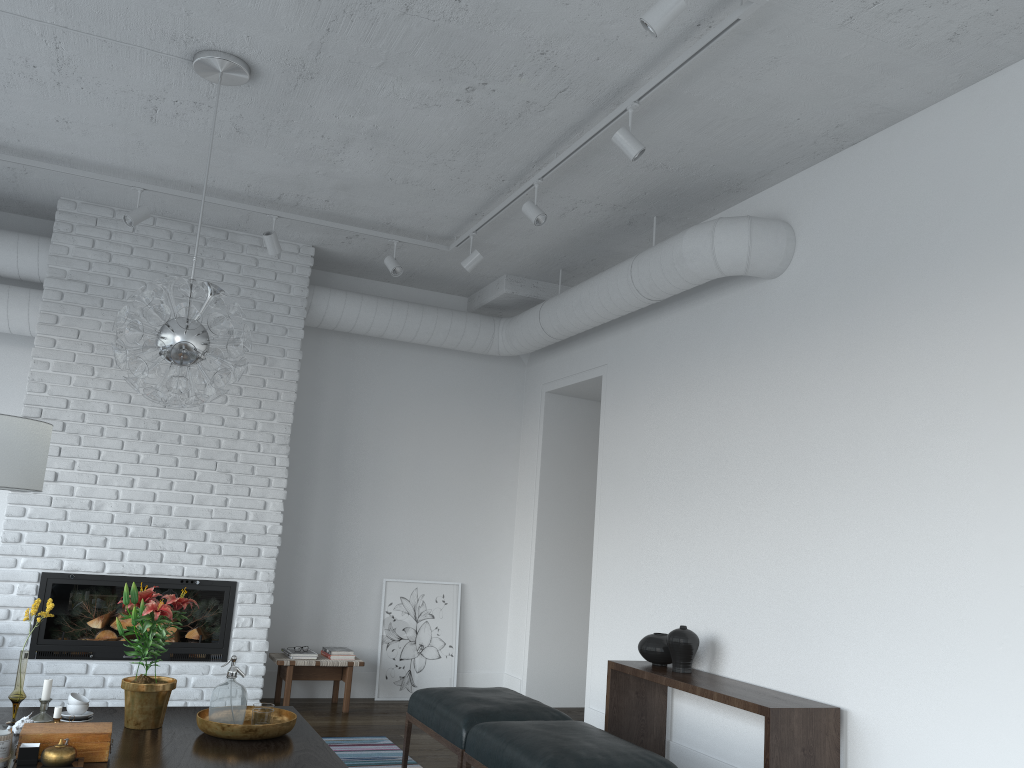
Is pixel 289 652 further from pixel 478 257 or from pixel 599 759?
pixel 599 759

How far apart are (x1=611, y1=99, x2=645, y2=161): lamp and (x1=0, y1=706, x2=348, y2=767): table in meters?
2.7

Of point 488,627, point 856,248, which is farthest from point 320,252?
point 856,248

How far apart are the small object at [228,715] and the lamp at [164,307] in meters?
1.0

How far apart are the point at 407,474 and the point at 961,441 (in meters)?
4.42

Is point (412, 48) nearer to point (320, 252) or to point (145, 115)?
point (145, 115)

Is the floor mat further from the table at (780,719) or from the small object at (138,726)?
the small object at (138,726)

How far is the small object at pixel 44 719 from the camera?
3.38m

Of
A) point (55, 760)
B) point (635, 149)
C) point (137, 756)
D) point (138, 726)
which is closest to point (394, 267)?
point (635, 149)

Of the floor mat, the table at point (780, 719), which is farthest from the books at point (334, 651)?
the table at point (780, 719)
